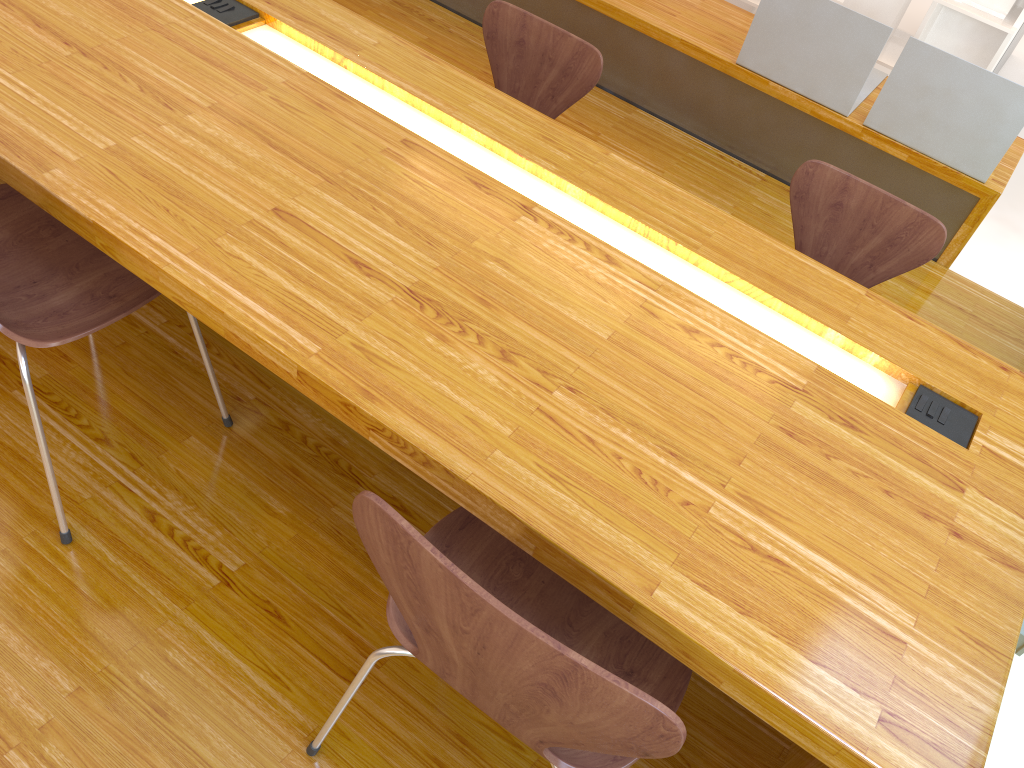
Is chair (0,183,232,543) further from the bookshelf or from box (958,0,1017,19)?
box (958,0,1017,19)

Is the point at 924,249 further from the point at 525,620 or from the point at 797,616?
the point at 525,620

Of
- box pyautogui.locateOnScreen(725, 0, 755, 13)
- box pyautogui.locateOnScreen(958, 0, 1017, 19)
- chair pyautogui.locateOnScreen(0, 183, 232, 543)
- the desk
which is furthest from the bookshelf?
chair pyautogui.locateOnScreen(0, 183, 232, 543)

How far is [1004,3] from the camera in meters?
3.8 m

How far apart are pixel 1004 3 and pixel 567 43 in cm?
248

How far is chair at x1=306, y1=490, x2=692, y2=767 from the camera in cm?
80

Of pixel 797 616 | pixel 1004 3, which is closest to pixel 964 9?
pixel 1004 3

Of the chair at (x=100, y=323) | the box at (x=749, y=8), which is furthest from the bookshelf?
the chair at (x=100, y=323)

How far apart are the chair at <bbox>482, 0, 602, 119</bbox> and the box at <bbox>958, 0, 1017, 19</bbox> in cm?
240

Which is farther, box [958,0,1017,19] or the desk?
box [958,0,1017,19]
